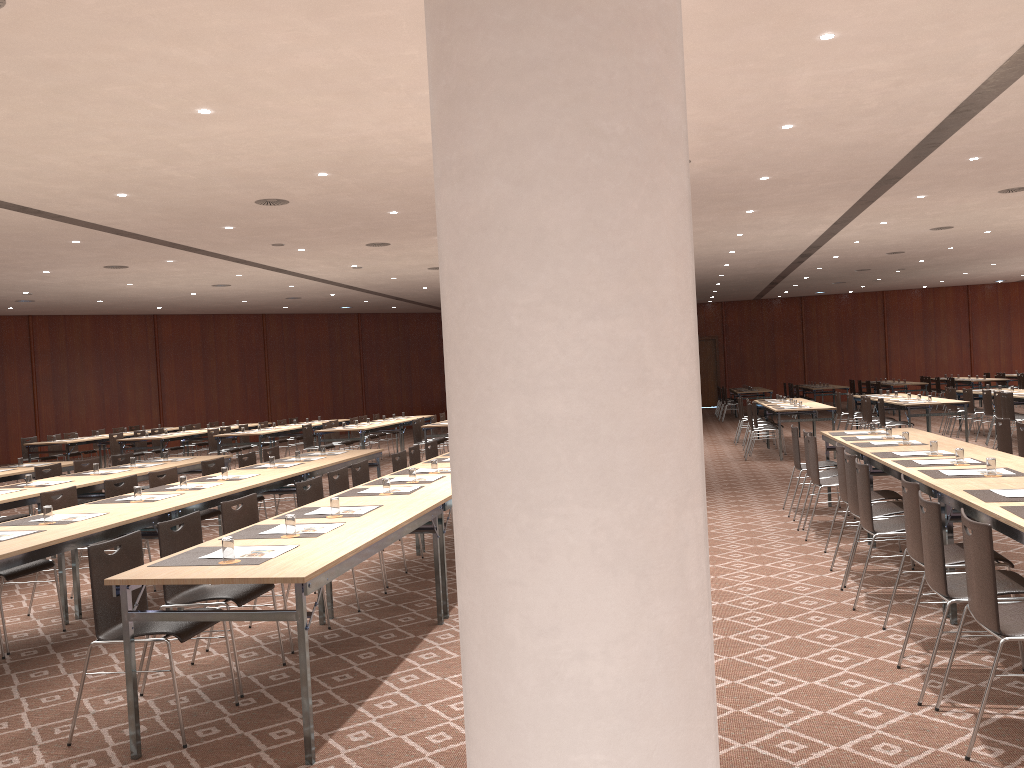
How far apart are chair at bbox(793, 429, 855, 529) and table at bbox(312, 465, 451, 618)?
3.9m

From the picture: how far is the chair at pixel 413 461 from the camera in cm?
961

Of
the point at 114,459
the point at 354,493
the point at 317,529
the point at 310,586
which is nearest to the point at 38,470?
the point at 114,459

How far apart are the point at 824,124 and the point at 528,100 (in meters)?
7.79

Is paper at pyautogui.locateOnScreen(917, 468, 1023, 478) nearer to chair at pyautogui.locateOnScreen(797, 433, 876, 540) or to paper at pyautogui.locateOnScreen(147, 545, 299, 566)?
chair at pyautogui.locateOnScreen(797, 433, 876, 540)

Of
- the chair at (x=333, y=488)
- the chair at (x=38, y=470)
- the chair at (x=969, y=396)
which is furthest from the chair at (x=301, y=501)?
the chair at (x=969, y=396)

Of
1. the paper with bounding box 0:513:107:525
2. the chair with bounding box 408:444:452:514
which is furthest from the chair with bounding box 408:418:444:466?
the paper with bounding box 0:513:107:525

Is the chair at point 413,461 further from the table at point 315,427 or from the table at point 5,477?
the table at point 315,427

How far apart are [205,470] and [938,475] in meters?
6.8

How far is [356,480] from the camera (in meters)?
7.92
